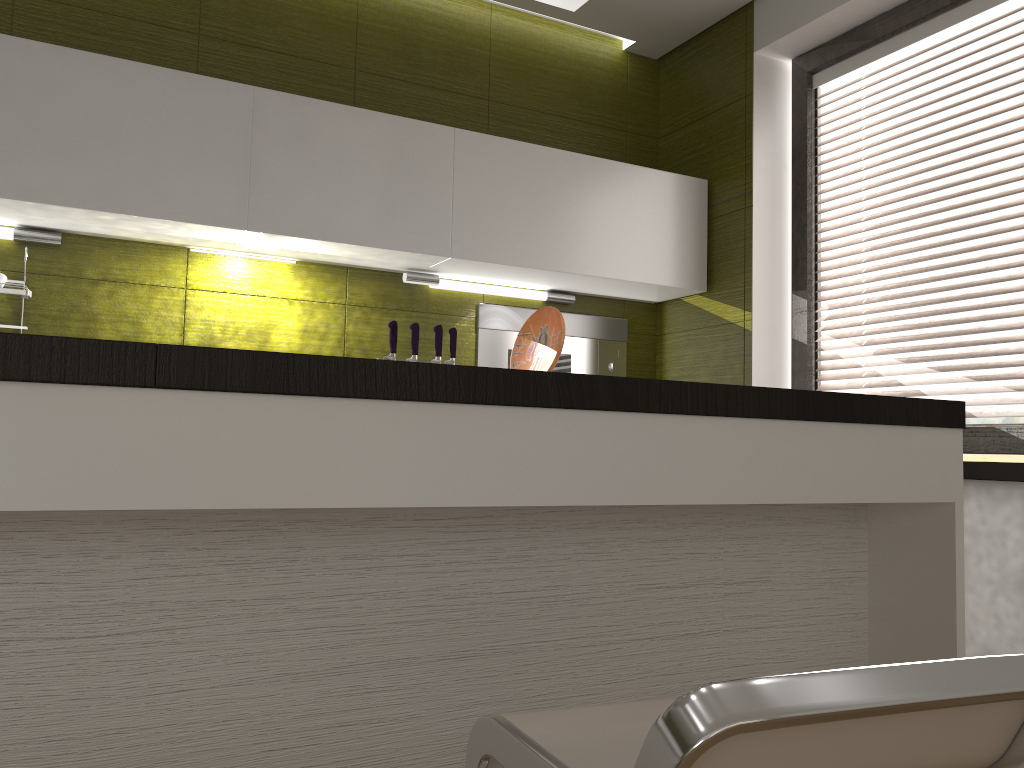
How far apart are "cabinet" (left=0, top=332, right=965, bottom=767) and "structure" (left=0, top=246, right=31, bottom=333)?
1.6m

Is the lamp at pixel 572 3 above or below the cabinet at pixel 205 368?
above

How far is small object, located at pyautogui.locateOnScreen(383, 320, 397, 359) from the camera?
2.9m

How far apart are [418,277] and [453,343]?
0.3 meters

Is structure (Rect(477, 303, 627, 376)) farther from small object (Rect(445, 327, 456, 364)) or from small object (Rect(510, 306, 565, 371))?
small object (Rect(510, 306, 565, 371))

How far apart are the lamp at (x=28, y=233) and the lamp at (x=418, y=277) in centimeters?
107cm

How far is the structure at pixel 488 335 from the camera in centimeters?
328cm

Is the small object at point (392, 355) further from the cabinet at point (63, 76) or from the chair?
the chair

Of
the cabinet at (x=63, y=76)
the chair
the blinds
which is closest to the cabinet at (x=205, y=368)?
the chair

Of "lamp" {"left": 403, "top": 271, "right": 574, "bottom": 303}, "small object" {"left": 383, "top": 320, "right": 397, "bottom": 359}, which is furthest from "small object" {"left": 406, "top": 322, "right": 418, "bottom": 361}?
"lamp" {"left": 403, "top": 271, "right": 574, "bottom": 303}
